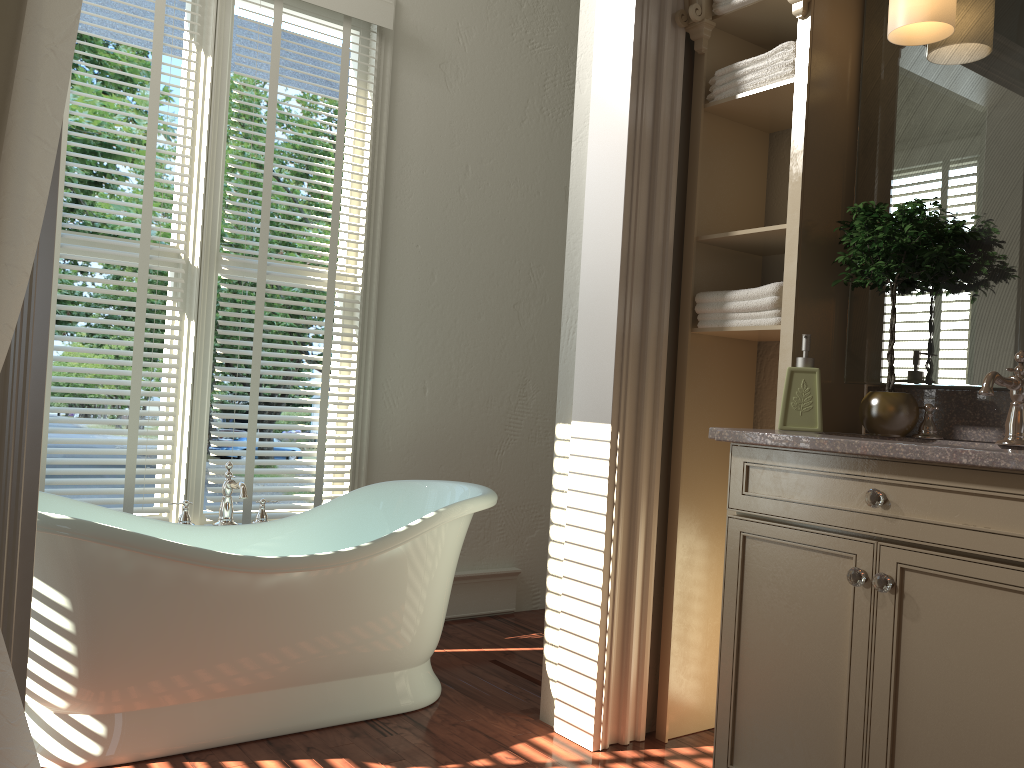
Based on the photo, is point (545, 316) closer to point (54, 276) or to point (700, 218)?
point (700, 218)

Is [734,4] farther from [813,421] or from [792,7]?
[813,421]

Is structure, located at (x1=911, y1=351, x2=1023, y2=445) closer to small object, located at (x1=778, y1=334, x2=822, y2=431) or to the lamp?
small object, located at (x1=778, y1=334, x2=822, y2=431)

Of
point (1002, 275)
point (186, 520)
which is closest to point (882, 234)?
point (1002, 275)

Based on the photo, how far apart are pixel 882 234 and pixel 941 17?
0.54m

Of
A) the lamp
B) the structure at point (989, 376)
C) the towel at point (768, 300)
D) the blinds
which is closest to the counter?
the structure at point (989, 376)

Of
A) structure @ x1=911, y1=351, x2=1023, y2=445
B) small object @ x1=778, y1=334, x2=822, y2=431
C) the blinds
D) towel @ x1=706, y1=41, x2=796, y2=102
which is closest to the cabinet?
small object @ x1=778, y1=334, x2=822, y2=431

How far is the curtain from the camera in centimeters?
136cm

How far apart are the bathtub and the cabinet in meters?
0.9

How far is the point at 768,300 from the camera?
2.35m
